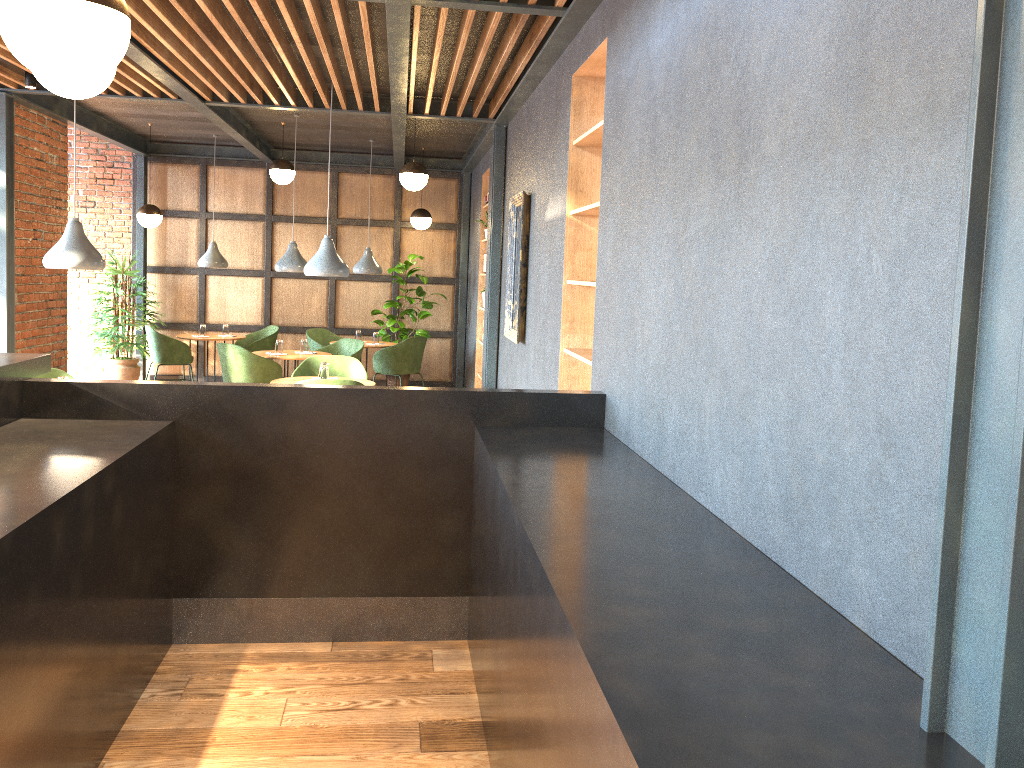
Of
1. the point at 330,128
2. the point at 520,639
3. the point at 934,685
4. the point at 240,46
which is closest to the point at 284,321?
the point at 330,128

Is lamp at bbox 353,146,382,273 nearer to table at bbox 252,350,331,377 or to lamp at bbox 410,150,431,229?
lamp at bbox 410,150,431,229

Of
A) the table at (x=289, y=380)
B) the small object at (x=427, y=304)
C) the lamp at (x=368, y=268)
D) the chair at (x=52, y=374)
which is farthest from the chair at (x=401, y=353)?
the chair at (x=52, y=374)

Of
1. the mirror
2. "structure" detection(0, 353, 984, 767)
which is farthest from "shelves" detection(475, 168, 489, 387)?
"structure" detection(0, 353, 984, 767)

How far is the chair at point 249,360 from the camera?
8.4m

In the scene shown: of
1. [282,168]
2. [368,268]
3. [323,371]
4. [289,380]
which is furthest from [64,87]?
[368,268]

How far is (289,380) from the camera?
7.0m

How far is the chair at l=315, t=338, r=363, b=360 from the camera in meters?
9.5

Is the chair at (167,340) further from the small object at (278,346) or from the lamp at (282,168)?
the lamp at (282,168)

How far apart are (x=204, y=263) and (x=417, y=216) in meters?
2.6 m
